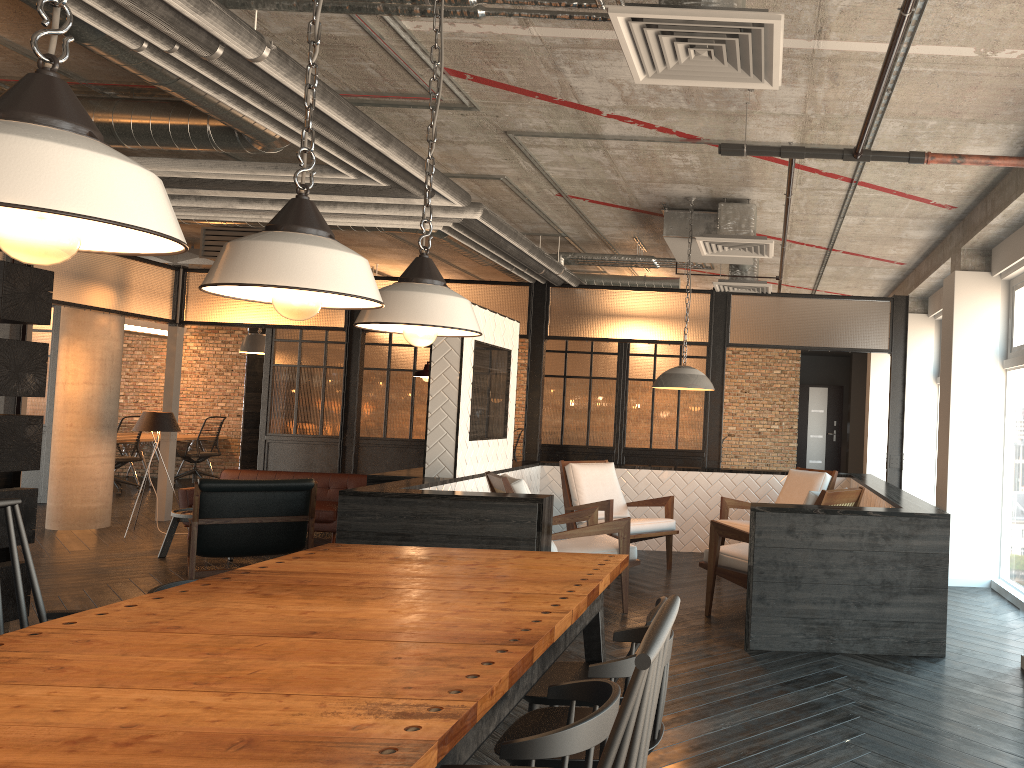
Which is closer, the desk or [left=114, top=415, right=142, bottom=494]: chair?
[left=114, top=415, right=142, bottom=494]: chair

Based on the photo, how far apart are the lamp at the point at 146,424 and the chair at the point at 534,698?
7.37m

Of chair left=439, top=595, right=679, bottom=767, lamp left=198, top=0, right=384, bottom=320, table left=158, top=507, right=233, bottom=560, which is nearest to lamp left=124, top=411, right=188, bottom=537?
table left=158, top=507, right=233, bottom=560

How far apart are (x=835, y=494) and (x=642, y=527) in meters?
2.1

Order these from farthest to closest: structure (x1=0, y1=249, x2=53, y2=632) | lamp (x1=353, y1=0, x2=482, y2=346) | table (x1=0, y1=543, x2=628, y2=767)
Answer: structure (x1=0, y1=249, x2=53, y2=632) → lamp (x1=353, y1=0, x2=482, y2=346) → table (x1=0, y1=543, x2=628, y2=767)

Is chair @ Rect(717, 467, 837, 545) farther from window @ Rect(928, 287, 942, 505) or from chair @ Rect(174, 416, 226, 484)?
chair @ Rect(174, 416, 226, 484)

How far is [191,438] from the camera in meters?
14.7 m

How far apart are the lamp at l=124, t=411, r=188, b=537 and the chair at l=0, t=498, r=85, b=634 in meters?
6.8

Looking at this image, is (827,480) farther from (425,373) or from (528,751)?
(528,751)

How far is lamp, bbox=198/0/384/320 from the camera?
1.93m
